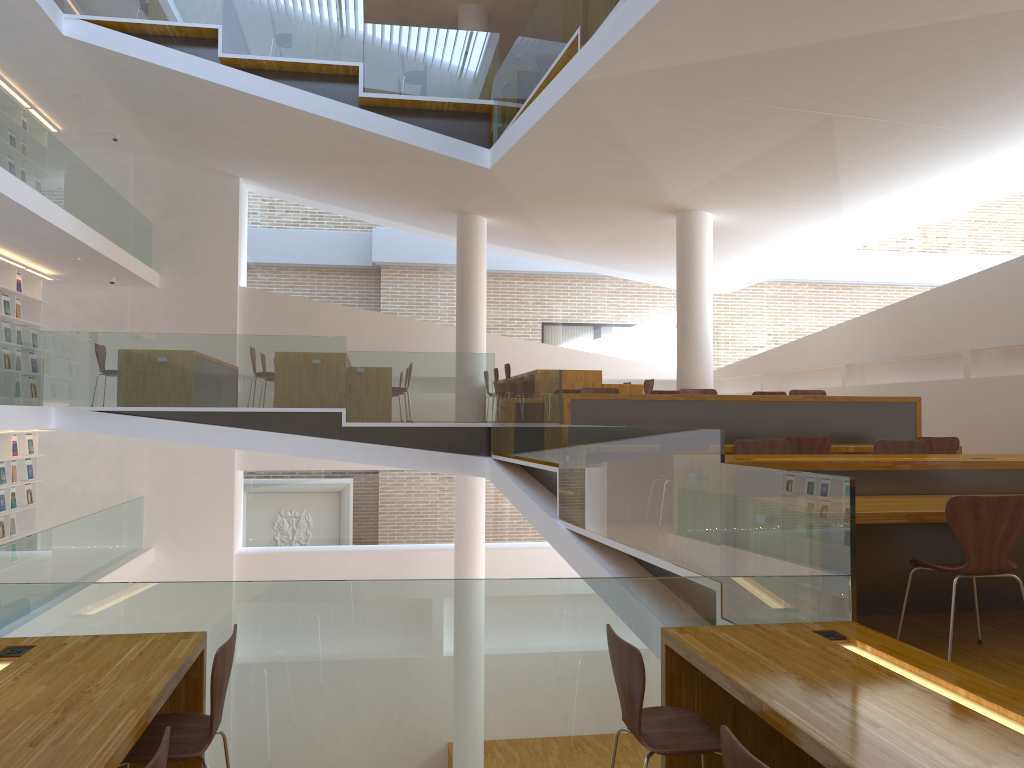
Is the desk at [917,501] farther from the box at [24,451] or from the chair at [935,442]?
the box at [24,451]

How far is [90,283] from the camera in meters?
12.9

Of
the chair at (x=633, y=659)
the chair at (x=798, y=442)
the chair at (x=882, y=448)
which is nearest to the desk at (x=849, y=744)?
the chair at (x=633, y=659)

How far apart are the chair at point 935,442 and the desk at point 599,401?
0.43m

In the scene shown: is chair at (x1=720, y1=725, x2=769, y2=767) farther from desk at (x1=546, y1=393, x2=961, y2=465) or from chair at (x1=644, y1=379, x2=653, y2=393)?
chair at (x1=644, y1=379, x2=653, y2=393)

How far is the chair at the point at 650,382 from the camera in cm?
1102

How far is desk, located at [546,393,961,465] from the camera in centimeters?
730cm

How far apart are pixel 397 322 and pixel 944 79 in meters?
9.3

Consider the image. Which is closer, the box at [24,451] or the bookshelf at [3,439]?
the bookshelf at [3,439]

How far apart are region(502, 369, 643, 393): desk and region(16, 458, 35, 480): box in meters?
7.2 m
